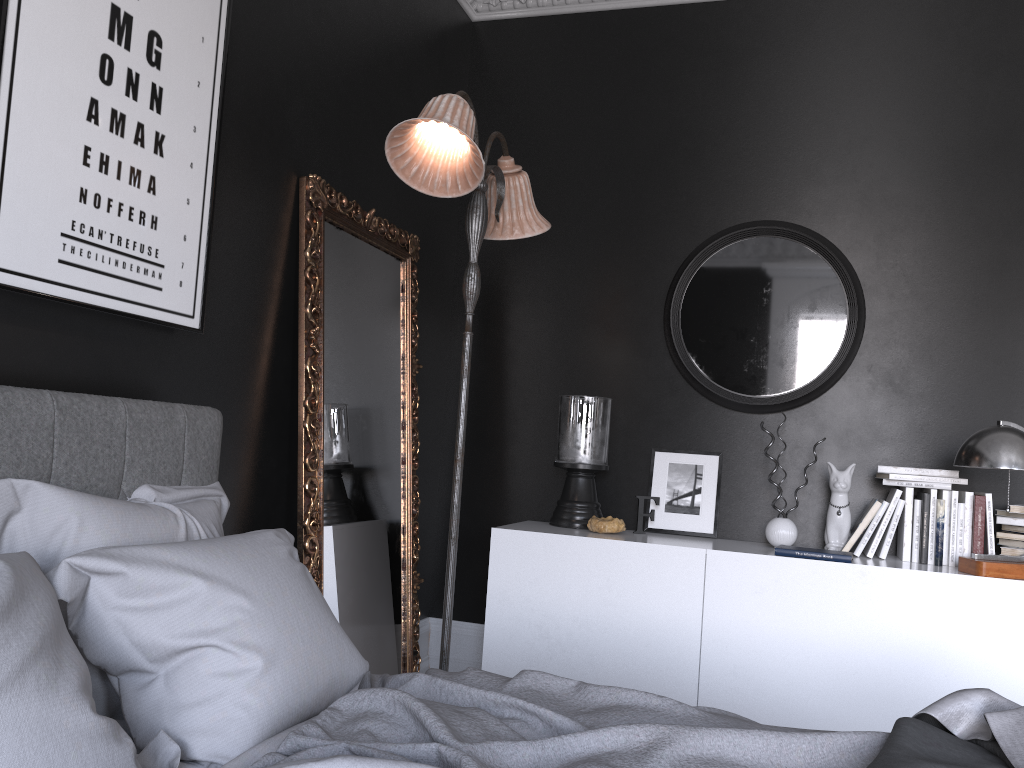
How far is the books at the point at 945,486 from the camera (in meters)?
3.61

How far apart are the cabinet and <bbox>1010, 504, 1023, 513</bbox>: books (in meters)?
0.39

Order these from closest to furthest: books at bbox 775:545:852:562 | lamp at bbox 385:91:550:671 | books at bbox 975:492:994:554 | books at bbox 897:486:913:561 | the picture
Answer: the picture, lamp at bbox 385:91:550:671, books at bbox 775:545:852:562, books at bbox 975:492:994:554, books at bbox 897:486:913:561

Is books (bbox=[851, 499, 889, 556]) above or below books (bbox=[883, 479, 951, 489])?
below

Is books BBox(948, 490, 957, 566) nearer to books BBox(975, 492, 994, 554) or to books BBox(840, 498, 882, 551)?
books BBox(975, 492, 994, 554)

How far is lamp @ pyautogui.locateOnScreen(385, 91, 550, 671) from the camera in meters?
2.8 m

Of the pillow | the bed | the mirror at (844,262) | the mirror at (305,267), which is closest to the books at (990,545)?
the mirror at (844,262)

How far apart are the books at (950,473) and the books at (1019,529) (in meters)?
0.33

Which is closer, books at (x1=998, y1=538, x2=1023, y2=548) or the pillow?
the pillow

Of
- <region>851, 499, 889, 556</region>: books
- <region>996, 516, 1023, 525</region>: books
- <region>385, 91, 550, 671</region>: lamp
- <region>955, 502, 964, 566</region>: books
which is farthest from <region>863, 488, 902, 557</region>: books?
<region>385, 91, 550, 671</region>: lamp
